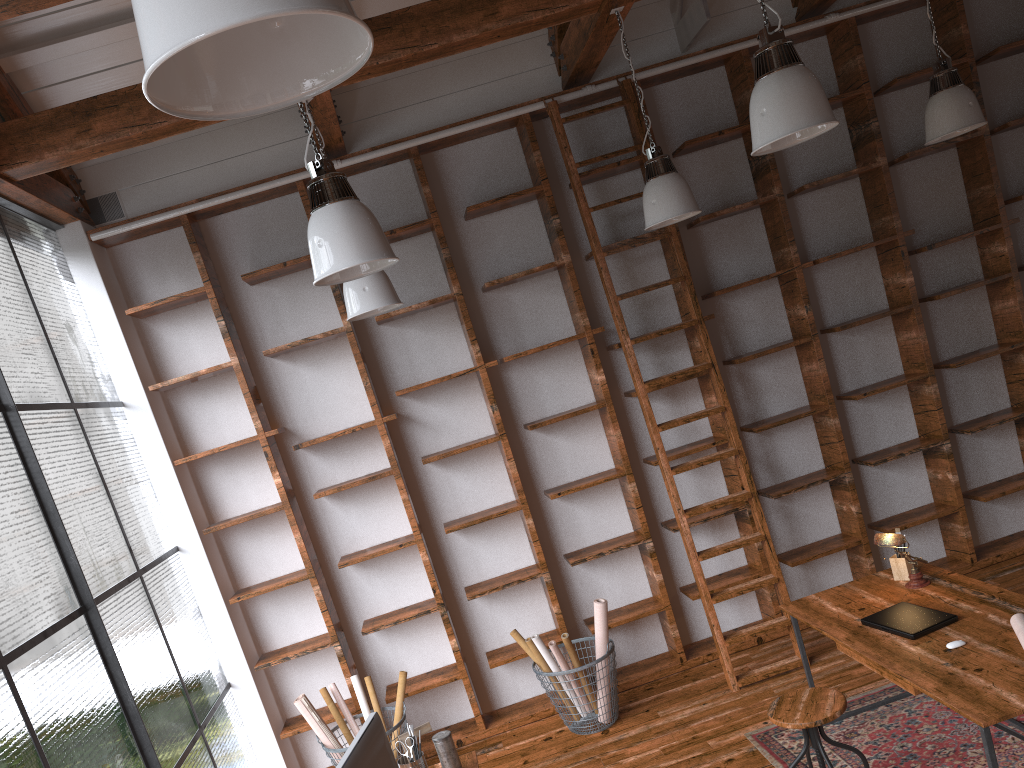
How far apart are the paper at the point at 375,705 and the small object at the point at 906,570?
2.9 meters

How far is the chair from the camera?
3.31m

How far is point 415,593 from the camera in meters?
5.4 m

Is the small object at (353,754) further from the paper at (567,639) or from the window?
the paper at (567,639)

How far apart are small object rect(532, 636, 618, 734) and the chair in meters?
1.5

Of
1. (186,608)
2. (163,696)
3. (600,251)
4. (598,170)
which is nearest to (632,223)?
(598,170)

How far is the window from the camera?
3.10m

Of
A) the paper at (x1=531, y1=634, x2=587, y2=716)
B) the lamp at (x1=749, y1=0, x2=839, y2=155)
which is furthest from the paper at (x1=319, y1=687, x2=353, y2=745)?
the lamp at (x1=749, y1=0, x2=839, y2=155)

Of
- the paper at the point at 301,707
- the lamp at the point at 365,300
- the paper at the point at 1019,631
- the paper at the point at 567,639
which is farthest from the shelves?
the paper at the point at 1019,631

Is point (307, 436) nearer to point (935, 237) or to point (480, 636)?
point (480, 636)
